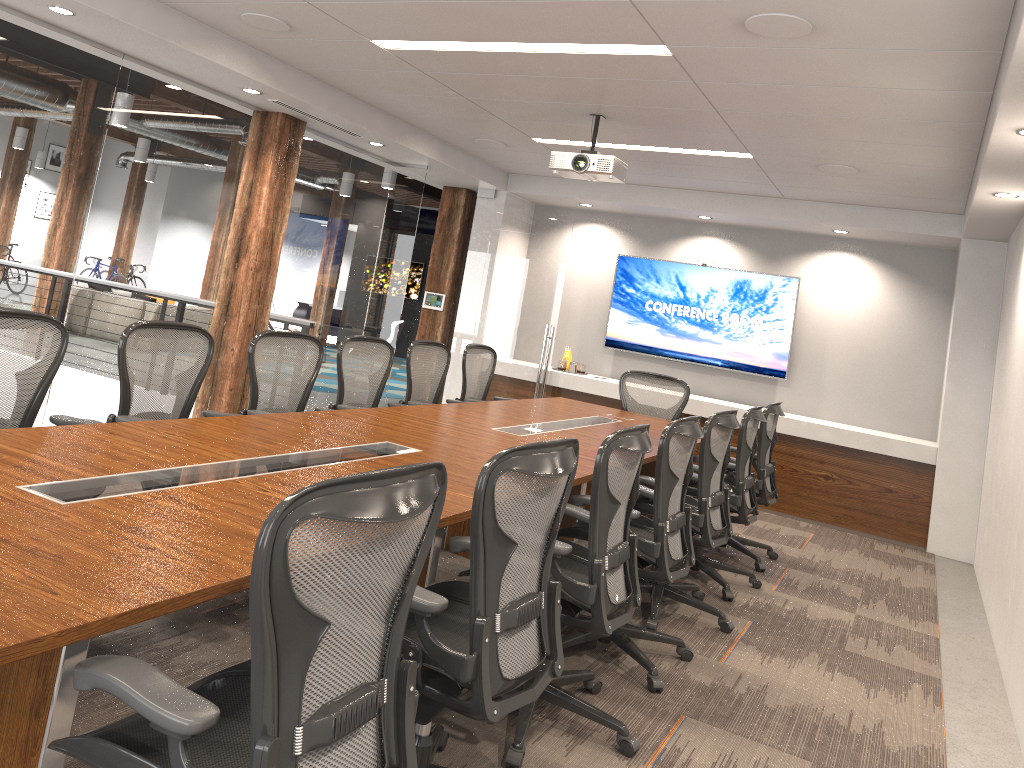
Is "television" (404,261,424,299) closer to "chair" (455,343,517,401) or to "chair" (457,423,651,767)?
"chair" (455,343,517,401)

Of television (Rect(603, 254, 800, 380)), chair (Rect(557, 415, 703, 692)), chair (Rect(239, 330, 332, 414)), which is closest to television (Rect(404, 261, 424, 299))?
television (Rect(603, 254, 800, 380))

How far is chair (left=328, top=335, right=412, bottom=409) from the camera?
5.4 meters

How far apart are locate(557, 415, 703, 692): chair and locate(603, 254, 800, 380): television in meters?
4.8 m

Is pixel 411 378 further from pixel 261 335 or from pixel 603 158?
pixel 603 158

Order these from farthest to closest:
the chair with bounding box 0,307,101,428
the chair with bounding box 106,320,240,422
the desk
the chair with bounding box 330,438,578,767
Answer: the chair with bounding box 106,320,240,422
the chair with bounding box 0,307,101,428
the chair with bounding box 330,438,578,767
the desk

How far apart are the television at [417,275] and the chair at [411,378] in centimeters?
1180cm

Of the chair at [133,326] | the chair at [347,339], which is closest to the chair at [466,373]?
the chair at [347,339]

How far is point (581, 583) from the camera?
3.0 meters

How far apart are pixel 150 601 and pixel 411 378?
4.44m
